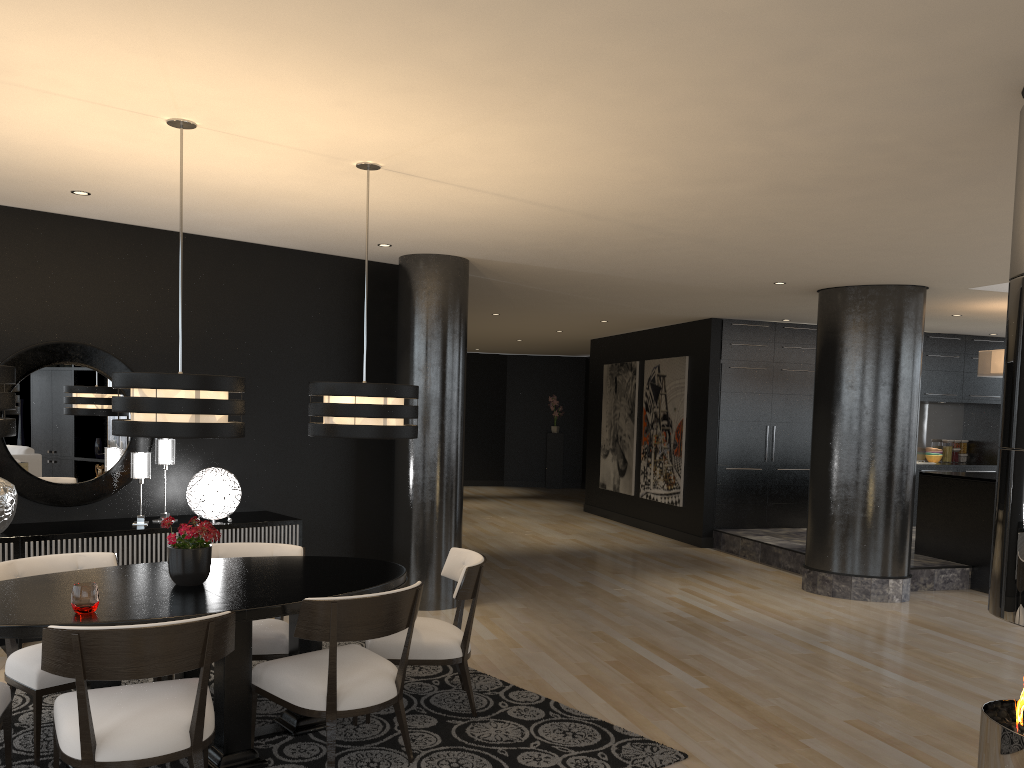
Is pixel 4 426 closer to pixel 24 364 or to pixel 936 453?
pixel 24 364

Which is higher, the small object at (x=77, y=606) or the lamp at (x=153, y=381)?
the lamp at (x=153, y=381)

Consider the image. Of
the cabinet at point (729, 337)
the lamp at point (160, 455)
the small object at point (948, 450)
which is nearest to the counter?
the cabinet at point (729, 337)

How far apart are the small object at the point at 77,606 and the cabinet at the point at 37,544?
2.1m

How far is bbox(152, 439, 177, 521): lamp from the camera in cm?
582

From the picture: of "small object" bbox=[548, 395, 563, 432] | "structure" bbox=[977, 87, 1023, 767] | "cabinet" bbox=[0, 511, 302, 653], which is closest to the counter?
"structure" bbox=[977, 87, 1023, 767]

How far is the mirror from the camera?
5.5m

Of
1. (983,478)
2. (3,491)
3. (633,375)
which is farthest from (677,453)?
(3,491)

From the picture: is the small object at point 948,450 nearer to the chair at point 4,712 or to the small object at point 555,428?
the small object at point 555,428

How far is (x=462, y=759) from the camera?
3.8m
